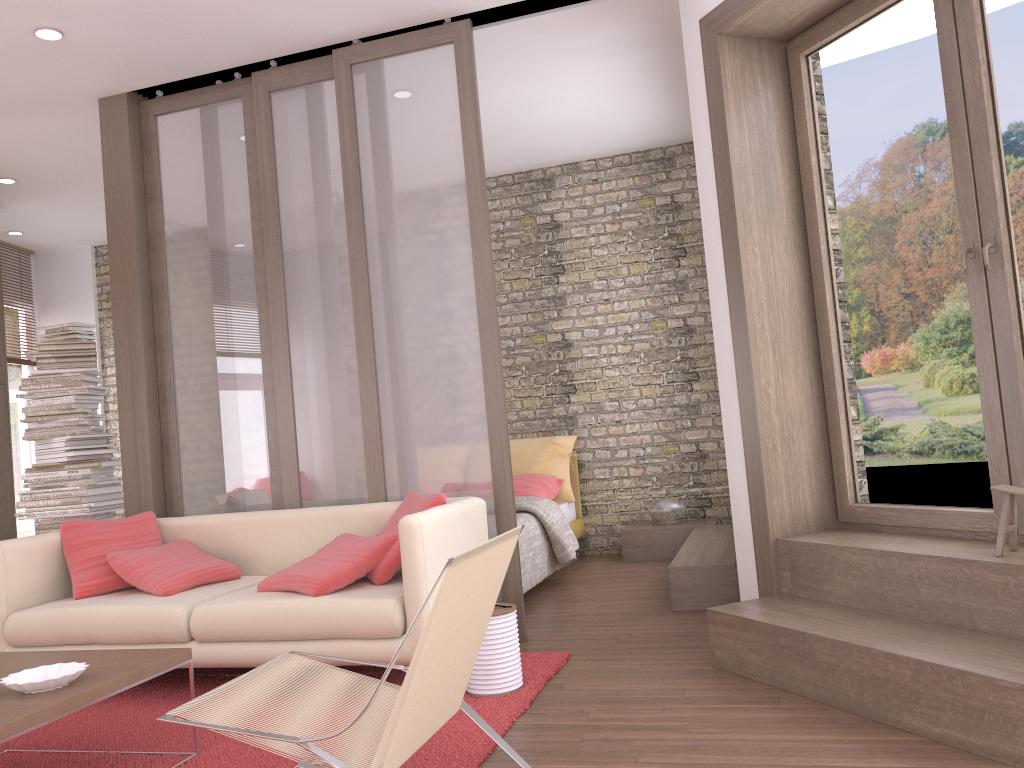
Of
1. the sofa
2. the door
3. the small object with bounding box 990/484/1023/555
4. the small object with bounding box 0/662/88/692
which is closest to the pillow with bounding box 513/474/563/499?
the sofa

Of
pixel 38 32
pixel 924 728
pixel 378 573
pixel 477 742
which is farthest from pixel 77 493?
pixel 924 728

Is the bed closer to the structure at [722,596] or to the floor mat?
the structure at [722,596]

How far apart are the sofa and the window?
4.3 meters

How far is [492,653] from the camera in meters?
3.5

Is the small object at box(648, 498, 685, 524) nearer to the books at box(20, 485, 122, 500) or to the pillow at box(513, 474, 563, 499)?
the pillow at box(513, 474, 563, 499)

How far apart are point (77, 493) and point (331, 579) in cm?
300

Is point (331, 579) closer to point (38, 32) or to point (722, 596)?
point (722, 596)

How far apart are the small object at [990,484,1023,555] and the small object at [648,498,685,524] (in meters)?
3.74

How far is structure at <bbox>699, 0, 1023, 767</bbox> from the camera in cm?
273
